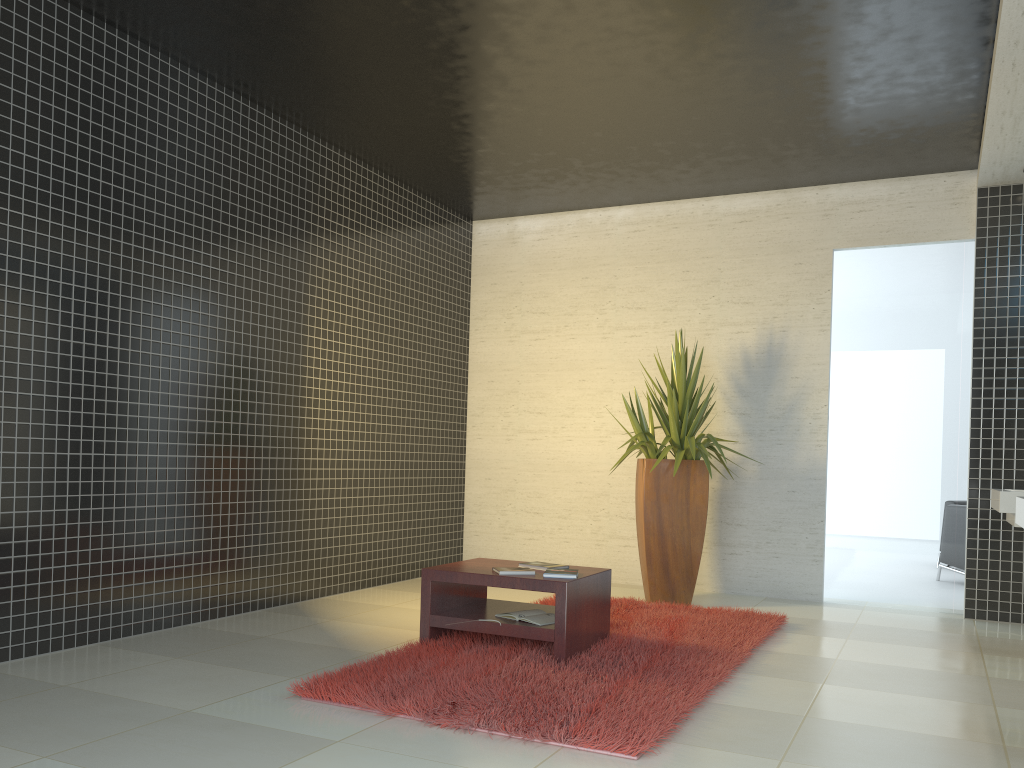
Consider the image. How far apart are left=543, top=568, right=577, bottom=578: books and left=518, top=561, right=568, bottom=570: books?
0.2m

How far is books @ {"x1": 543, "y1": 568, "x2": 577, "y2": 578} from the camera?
4.44m

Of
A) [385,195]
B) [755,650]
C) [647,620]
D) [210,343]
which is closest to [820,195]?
[385,195]

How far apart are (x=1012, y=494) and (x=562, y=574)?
2.5 meters

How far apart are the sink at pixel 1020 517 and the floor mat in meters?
1.4

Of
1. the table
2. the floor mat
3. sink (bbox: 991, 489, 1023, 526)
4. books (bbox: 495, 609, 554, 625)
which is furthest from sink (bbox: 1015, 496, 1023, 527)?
books (bbox: 495, 609, 554, 625)

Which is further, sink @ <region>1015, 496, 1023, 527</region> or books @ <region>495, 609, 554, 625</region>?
books @ <region>495, 609, 554, 625</region>

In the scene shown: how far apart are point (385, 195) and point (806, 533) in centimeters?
435cm

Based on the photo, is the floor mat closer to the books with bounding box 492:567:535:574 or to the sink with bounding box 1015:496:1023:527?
the books with bounding box 492:567:535:574

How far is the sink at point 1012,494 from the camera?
4.8 meters
